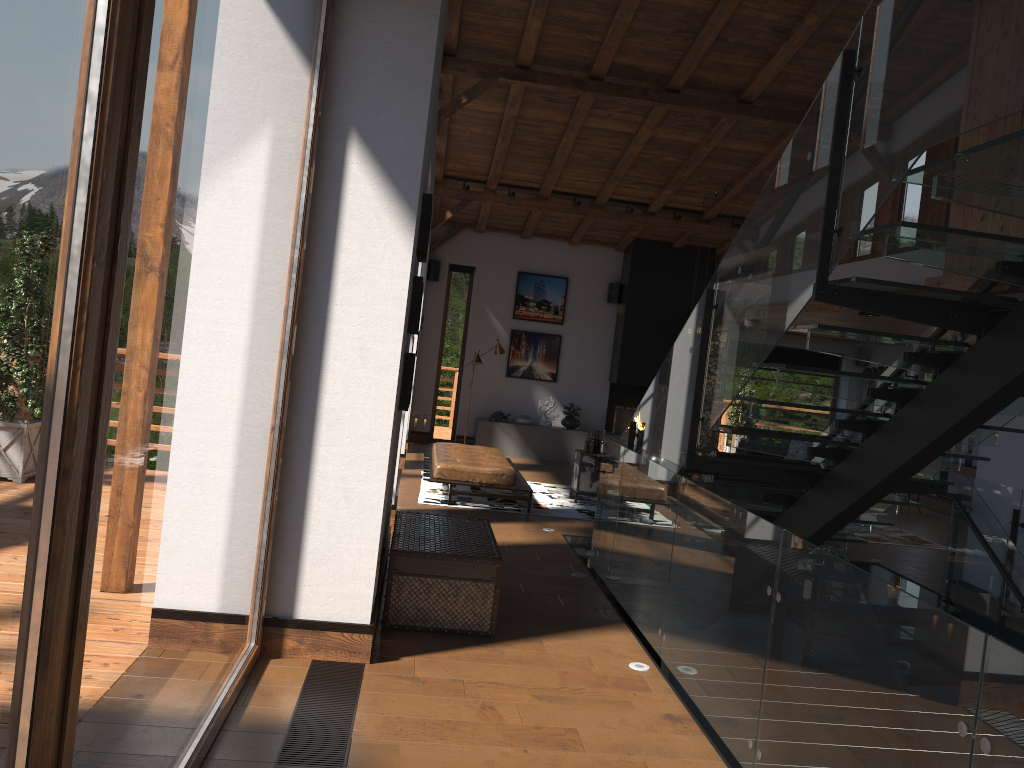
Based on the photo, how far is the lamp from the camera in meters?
13.2

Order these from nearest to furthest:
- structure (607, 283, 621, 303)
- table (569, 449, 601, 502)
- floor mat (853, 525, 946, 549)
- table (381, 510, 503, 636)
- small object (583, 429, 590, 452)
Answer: table (381, 510, 503, 636) < floor mat (853, 525, 946, 549) < table (569, 449, 601, 502) < small object (583, 429, 590, 452) < structure (607, 283, 621, 303)

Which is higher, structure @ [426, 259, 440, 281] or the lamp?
structure @ [426, 259, 440, 281]

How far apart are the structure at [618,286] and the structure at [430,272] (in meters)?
2.97

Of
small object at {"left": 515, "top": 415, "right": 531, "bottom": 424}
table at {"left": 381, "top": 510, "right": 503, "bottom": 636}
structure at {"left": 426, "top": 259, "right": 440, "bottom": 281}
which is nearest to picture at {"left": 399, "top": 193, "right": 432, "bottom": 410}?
table at {"left": 381, "top": 510, "right": 503, "bottom": 636}

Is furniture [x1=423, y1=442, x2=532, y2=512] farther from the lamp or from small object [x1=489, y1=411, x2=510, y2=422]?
small object [x1=489, y1=411, x2=510, y2=422]

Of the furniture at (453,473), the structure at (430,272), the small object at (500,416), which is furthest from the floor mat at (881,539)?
the structure at (430,272)

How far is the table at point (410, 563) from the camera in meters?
5.2 m

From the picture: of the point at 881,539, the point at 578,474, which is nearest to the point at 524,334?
the point at 578,474

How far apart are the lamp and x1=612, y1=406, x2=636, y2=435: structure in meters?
2.3
